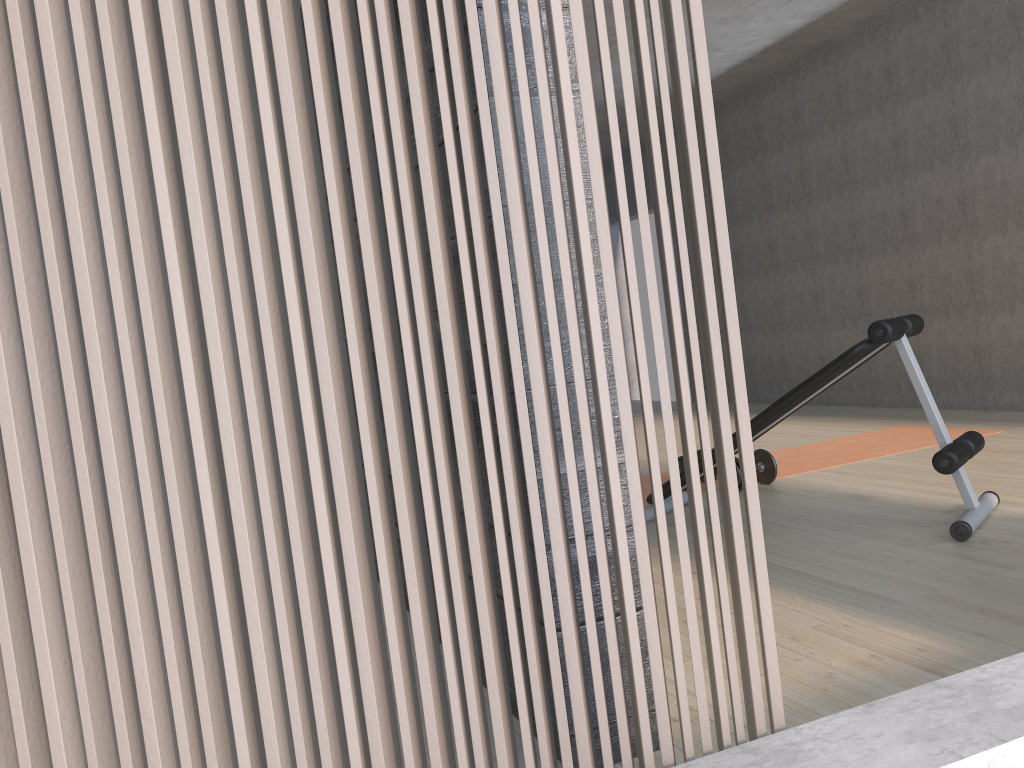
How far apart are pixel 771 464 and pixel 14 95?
3.80m

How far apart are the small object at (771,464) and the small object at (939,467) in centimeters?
65cm

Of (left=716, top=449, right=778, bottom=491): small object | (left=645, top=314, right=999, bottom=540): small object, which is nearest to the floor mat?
(left=716, top=449, right=778, bottom=491): small object

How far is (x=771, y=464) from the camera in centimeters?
422cm

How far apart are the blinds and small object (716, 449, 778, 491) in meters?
3.1

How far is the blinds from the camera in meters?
0.9 m

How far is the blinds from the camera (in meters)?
0.92

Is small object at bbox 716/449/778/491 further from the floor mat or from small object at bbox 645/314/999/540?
small object at bbox 645/314/999/540

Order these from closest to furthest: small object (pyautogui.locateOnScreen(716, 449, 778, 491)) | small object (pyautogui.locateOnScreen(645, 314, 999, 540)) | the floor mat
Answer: small object (pyautogui.locateOnScreen(645, 314, 999, 540)) → small object (pyautogui.locateOnScreen(716, 449, 778, 491)) → the floor mat

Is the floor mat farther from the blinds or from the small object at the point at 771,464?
the blinds
